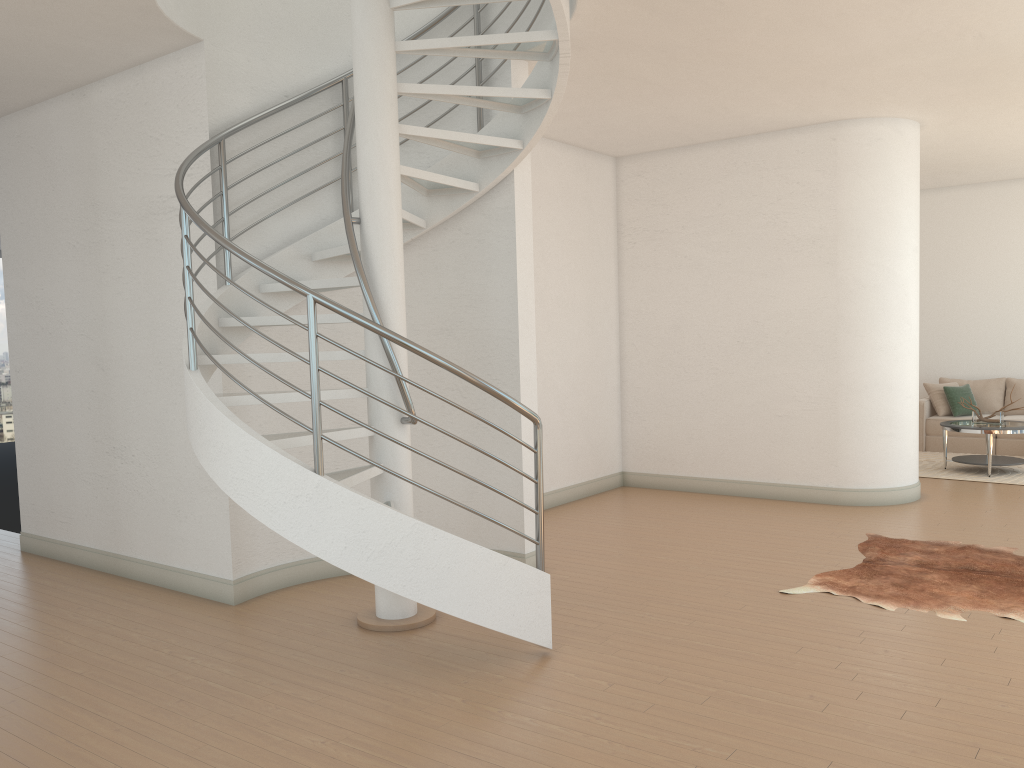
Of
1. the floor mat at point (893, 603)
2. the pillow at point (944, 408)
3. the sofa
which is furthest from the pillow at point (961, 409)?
the floor mat at point (893, 603)

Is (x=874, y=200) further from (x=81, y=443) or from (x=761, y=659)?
(x=81, y=443)

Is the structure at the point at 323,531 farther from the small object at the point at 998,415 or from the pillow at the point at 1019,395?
the pillow at the point at 1019,395

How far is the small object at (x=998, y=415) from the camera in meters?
9.4 m

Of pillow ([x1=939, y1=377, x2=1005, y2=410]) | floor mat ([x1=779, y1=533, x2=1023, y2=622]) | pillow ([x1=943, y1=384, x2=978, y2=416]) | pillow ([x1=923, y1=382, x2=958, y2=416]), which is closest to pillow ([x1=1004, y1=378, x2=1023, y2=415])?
pillow ([x1=939, y1=377, x2=1005, y2=410])

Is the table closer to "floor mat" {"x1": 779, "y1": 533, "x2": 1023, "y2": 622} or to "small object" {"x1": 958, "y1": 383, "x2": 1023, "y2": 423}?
"small object" {"x1": 958, "y1": 383, "x2": 1023, "y2": 423}

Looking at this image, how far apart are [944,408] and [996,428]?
2.12m

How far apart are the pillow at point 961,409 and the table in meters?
1.4

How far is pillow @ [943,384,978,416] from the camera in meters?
11.0

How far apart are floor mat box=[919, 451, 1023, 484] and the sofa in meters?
0.2 m
